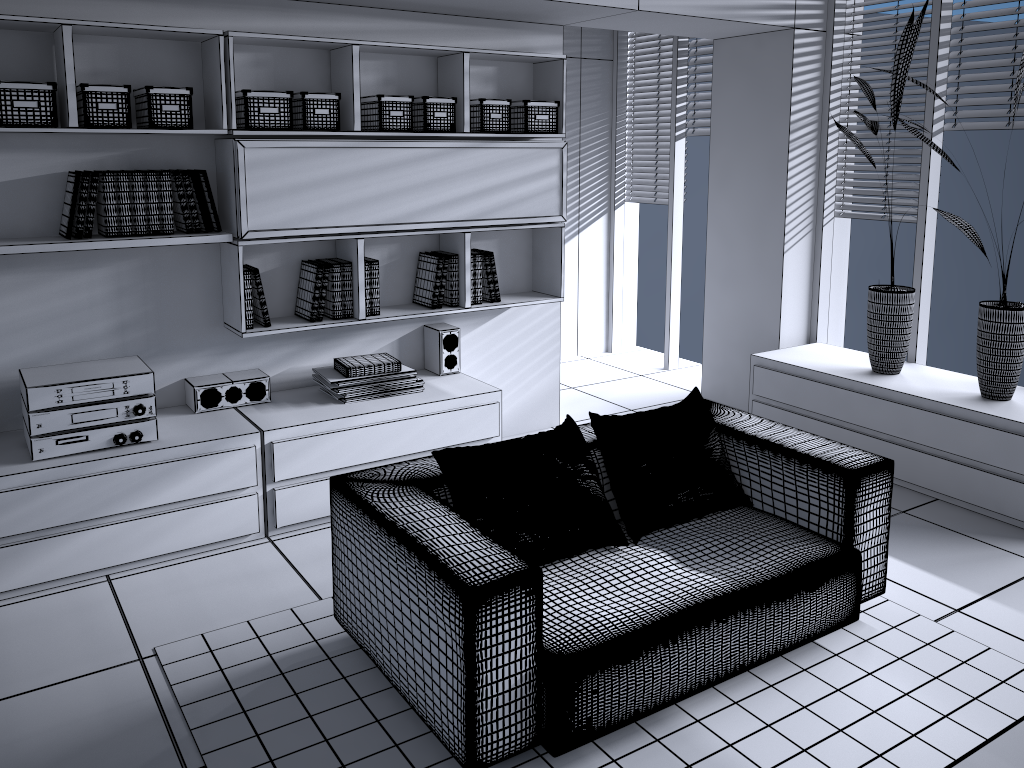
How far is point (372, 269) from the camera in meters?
4.0 m

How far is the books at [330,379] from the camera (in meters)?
3.93

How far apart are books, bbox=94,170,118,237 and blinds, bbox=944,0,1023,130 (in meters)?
3.91

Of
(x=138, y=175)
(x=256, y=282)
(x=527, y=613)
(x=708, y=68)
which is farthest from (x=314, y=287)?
(x=708, y=68)

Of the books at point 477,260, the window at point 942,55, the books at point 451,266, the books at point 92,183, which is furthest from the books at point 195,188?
the window at point 942,55

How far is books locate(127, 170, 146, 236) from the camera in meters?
3.4

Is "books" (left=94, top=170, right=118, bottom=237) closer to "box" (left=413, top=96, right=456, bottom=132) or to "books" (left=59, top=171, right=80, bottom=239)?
"books" (left=59, top=171, right=80, bottom=239)

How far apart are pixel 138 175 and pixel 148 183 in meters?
0.0

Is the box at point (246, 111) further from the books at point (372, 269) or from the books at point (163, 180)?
the books at point (372, 269)

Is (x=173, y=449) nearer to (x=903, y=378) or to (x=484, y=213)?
(x=484, y=213)
